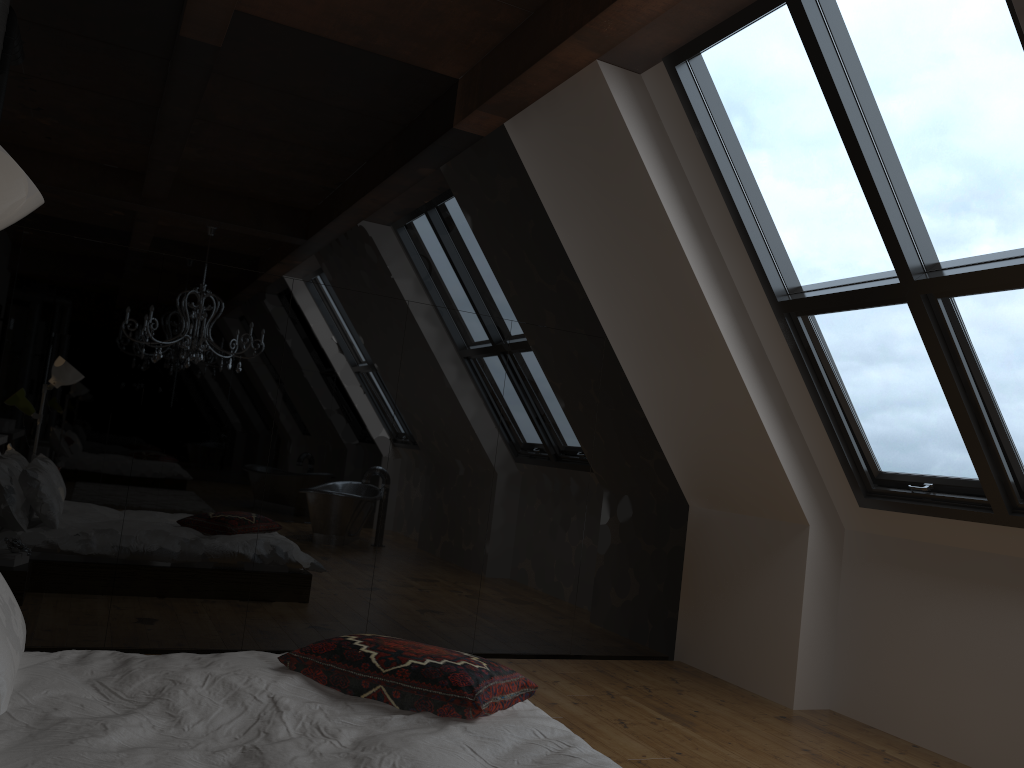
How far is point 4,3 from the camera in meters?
4.1 m

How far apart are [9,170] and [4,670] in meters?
1.7 m

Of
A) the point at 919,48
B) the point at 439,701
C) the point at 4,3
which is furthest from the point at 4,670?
the point at 919,48

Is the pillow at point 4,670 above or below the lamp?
below

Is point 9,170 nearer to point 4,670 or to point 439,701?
point 4,670

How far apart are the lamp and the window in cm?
302

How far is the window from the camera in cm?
330

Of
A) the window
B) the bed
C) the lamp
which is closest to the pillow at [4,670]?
the bed

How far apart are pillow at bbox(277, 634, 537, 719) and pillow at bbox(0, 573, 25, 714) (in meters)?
0.75

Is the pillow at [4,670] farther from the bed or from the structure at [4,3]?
the structure at [4,3]
